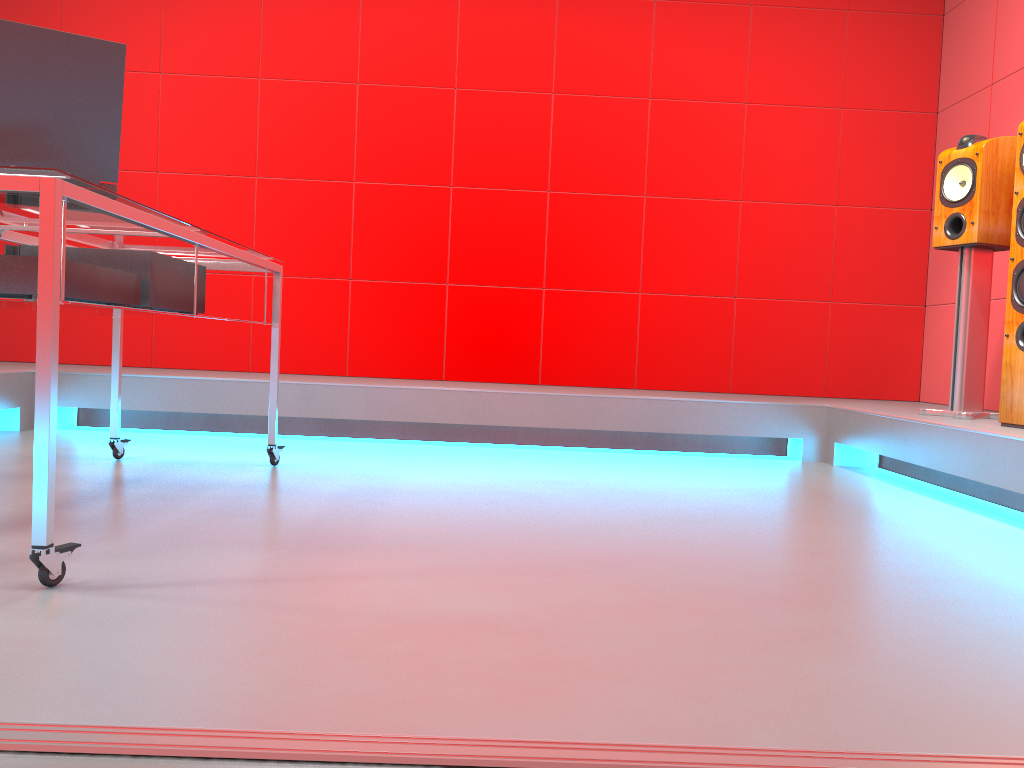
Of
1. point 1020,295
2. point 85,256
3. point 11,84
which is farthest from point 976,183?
point 11,84

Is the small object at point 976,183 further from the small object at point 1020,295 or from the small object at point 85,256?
the small object at point 85,256

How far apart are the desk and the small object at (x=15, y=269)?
0.0m

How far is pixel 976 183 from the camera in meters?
3.2

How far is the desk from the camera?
1.4m

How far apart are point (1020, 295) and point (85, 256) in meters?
2.8

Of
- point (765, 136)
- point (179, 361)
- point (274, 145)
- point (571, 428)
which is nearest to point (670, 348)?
point (571, 428)

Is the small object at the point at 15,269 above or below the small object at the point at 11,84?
below

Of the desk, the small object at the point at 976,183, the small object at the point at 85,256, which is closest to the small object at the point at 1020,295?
the small object at the point at 976,183

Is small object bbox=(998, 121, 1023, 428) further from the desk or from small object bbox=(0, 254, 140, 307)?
small object bbox=(0, 254, 140, 307)
